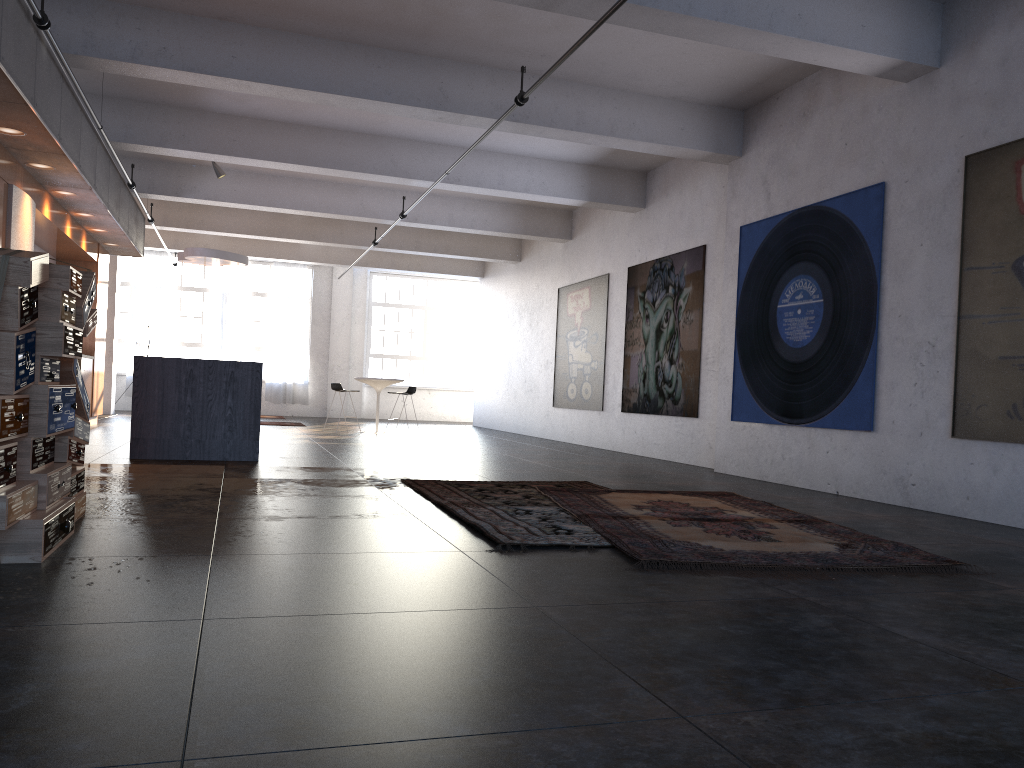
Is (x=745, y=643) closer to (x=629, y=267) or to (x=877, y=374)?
(x=877, y=374)

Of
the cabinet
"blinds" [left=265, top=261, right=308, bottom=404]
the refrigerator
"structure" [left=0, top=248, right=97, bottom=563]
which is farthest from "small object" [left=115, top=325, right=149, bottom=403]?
"structure" [left=0, top=248, right=97, bottom=563]

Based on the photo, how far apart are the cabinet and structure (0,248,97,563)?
4.0 meters

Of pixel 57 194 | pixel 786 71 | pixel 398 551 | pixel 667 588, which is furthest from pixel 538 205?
pixel 667 588

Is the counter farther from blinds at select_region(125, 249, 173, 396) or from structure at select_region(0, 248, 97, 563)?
blinds at select_region(125, 249, 173, 396)

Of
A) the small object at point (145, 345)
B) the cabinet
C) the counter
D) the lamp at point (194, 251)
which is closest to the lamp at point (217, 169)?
the lamp at point (194, 251)

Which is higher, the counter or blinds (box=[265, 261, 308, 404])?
blinds (box=[265, 261, 308, 404])

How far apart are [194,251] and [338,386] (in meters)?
3.11

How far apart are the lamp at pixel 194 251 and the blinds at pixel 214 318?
7.41m

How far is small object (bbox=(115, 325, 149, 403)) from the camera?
18.88m
